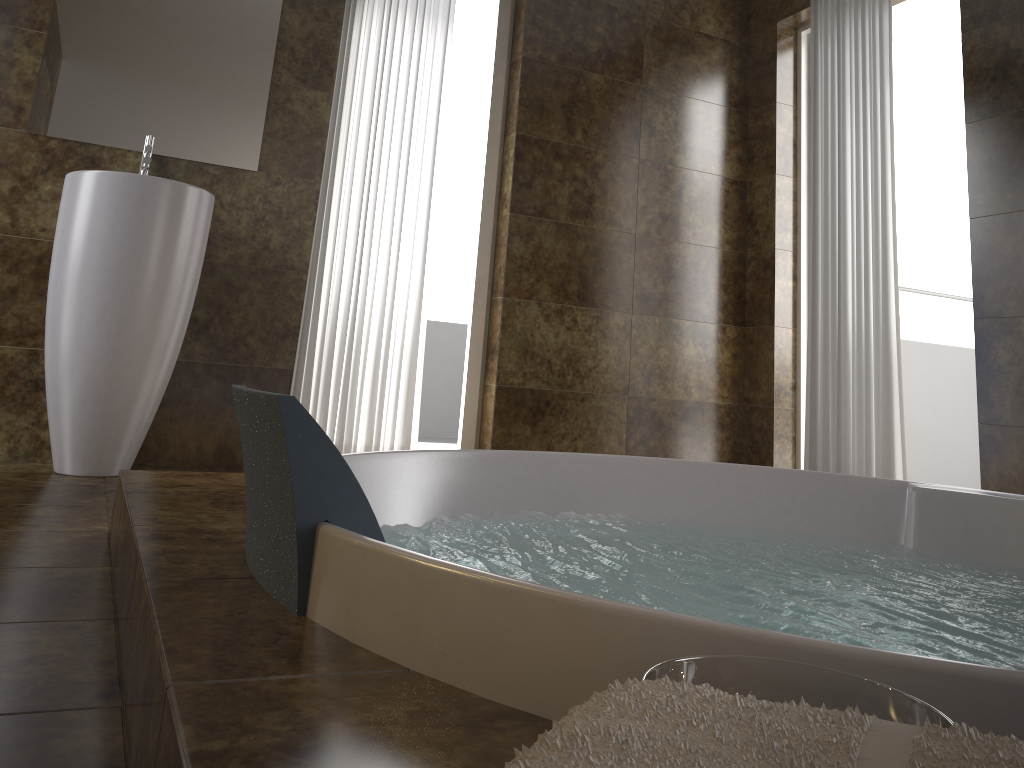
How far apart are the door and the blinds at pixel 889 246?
0.53m

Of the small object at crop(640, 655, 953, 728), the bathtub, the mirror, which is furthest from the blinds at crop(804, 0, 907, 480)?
the small object at crop(640, 655, 953, 728)

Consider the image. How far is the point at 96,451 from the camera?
2.6m

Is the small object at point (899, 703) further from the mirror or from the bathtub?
the mirror

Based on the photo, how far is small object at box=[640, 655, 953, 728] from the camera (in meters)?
0.56

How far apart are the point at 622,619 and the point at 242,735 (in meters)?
0.29

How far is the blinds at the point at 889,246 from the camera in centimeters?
334cm

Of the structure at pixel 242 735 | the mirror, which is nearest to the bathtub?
the structure at pixel 242 735

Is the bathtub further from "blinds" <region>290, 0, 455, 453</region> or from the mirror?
the mirror

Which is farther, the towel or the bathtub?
the bathtub
